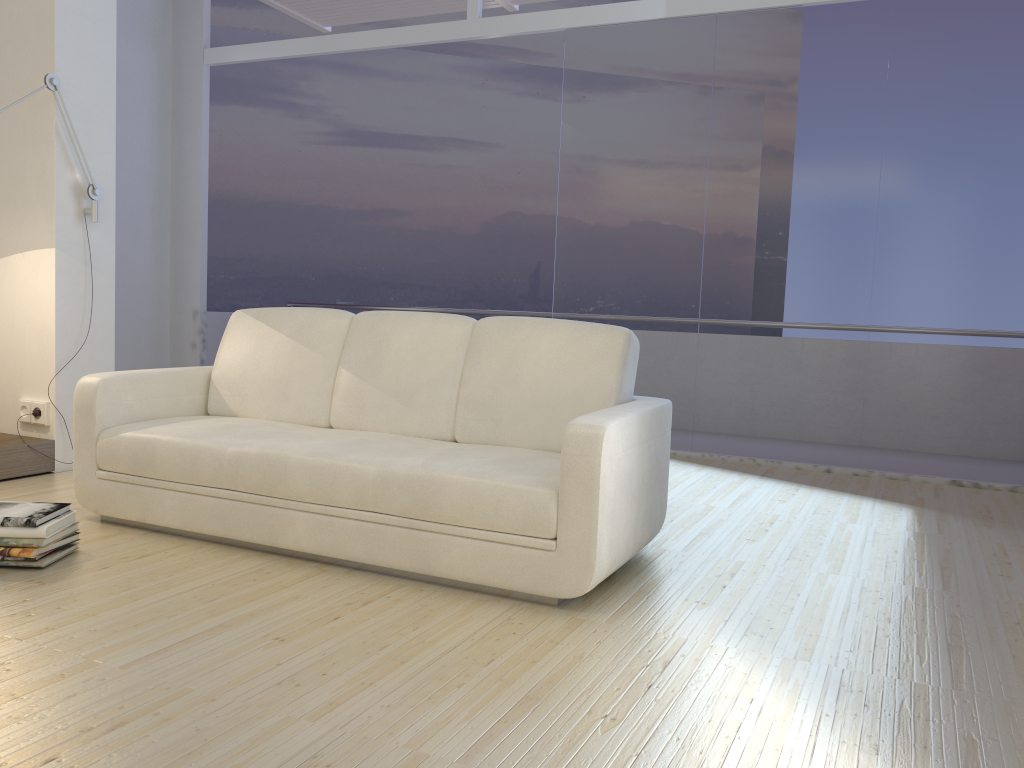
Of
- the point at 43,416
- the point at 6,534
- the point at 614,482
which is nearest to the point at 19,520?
the point at 6,534

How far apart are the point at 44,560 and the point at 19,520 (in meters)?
0.15

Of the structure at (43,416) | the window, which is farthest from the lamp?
the window

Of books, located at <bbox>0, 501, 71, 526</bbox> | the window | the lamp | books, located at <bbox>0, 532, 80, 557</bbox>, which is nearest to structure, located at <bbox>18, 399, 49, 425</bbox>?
the lamp

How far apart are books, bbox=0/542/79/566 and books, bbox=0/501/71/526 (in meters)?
0.12

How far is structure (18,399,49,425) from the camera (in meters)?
4.29

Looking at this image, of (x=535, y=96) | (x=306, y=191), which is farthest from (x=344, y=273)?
(x=535, y=96)

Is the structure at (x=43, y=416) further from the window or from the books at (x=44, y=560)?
the window

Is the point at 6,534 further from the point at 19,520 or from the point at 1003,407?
the point at 1003,407

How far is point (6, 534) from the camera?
Result: 2.8 meters
